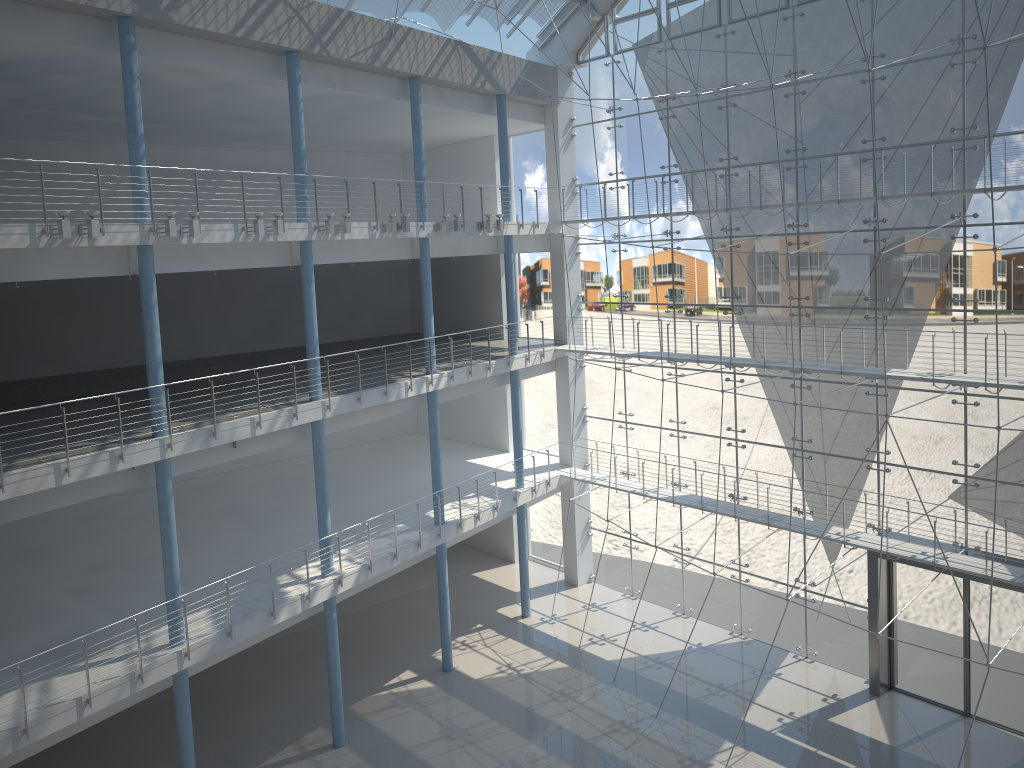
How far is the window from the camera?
2.5 meters

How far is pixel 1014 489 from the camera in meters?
2.5 m

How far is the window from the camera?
2.5m
